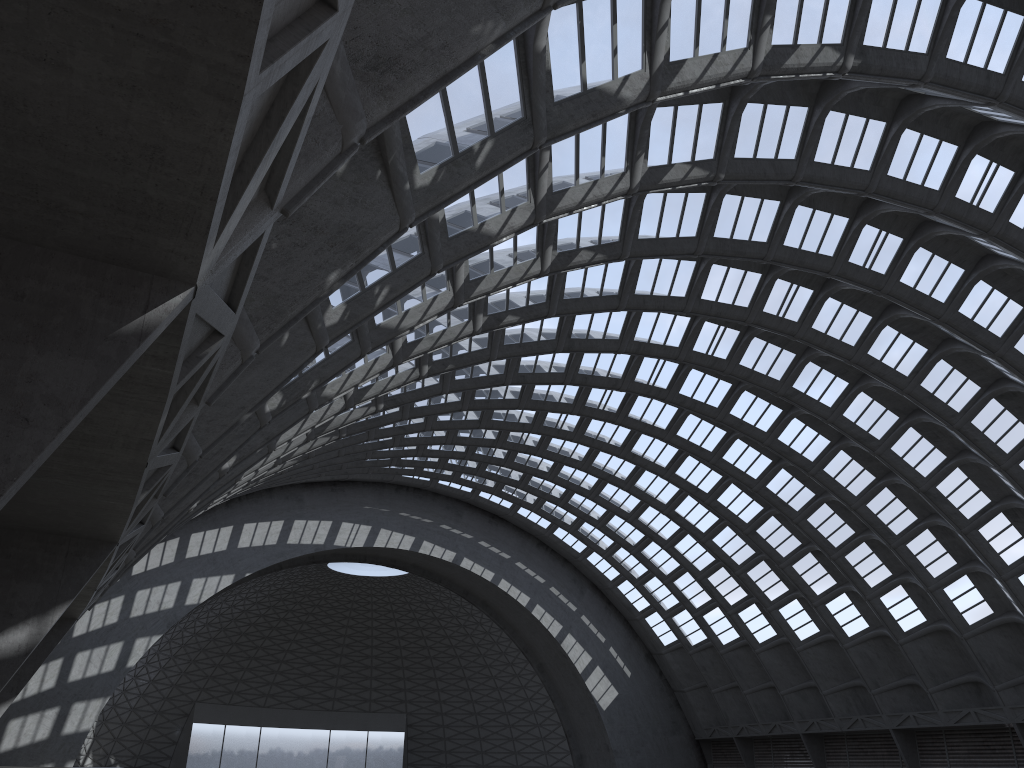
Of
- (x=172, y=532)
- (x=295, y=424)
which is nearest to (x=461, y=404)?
(x=172, y=532)
